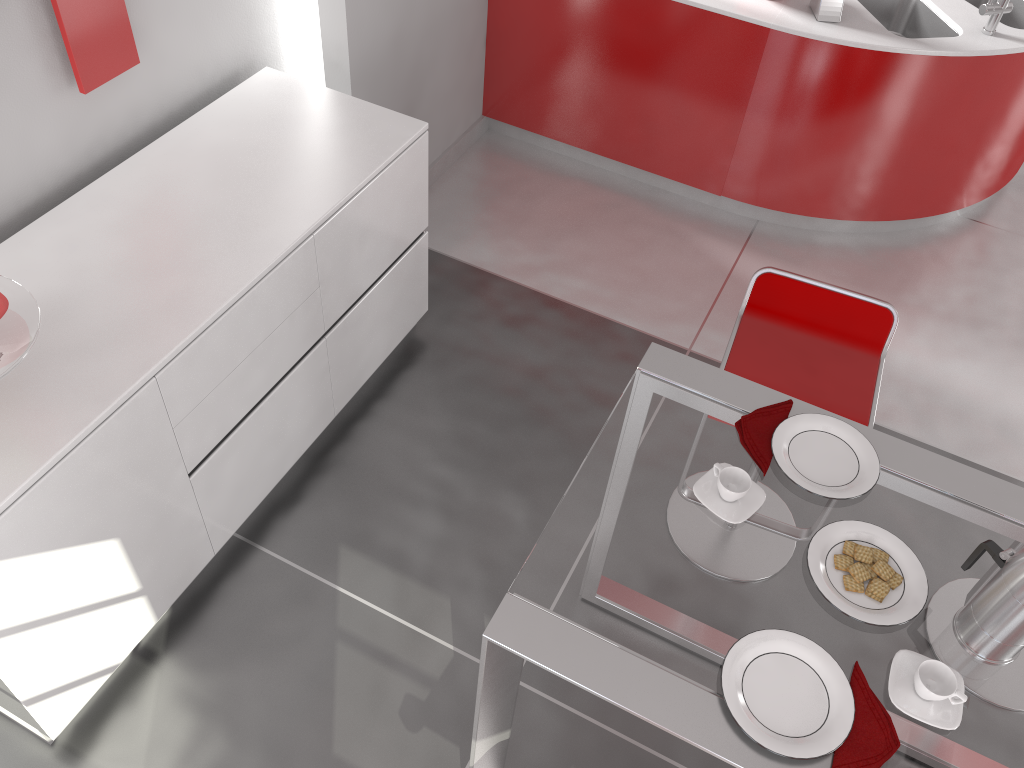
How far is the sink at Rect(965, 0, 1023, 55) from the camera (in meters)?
3.74

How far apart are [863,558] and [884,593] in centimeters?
7cm

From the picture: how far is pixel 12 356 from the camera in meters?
1.8 m

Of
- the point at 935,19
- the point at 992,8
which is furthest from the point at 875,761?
the point at 935,19

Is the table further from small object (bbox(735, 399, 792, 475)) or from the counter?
the counter

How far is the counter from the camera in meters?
3.4 m

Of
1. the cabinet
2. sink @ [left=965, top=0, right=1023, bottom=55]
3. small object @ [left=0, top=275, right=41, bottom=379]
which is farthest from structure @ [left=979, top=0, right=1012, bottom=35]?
small object @ [left=0, top=275, right=41, bottom=379]

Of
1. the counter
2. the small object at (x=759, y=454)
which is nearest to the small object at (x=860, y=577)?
the small object at (x=759, y=454)

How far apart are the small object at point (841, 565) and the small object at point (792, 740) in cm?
18

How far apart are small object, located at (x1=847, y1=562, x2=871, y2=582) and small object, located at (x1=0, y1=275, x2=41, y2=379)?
1.6m
